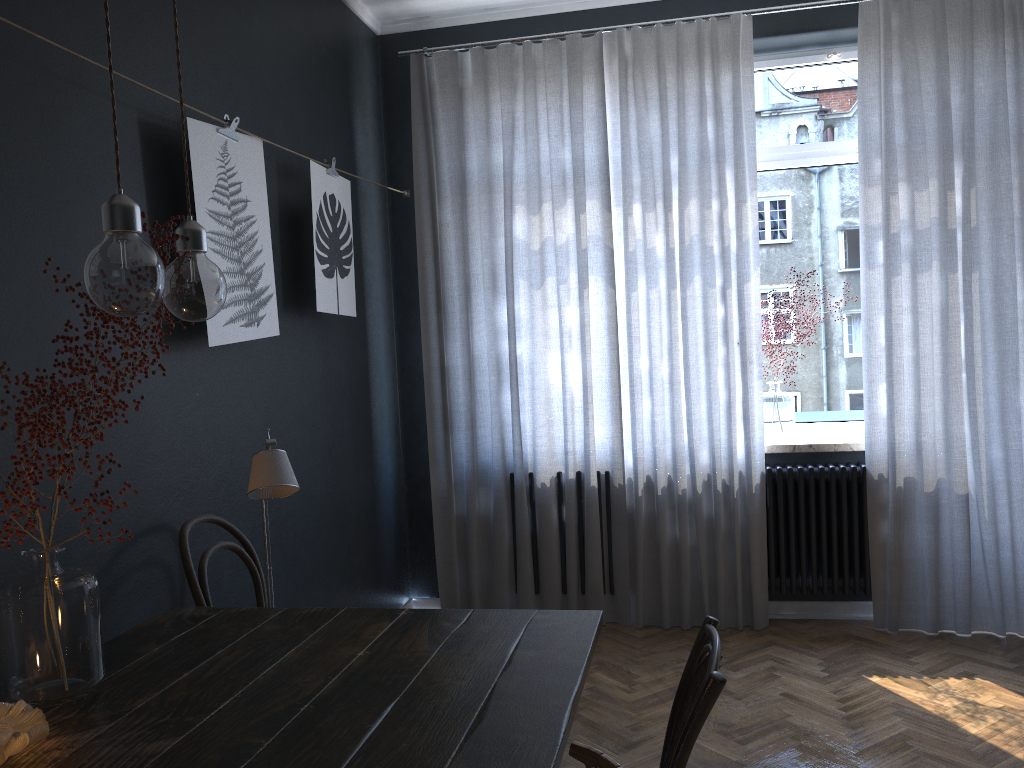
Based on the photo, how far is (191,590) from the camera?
2.31m

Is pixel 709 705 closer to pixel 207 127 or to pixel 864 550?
pixel 207 127

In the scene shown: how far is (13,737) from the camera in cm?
137

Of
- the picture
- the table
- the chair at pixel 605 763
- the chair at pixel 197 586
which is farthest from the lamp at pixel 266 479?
the chair at pixel 605 763

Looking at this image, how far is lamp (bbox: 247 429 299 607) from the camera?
2.0m

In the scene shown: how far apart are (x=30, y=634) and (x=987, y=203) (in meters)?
3.85

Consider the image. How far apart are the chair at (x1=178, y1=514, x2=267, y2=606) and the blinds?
1.71m

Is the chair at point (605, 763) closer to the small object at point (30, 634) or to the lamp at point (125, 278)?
the lamp at point (125, 278)

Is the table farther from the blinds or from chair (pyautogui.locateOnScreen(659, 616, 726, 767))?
the blinds

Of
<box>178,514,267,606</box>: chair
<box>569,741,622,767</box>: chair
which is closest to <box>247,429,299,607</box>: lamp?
<box>178,514,267,606</box>: chair
